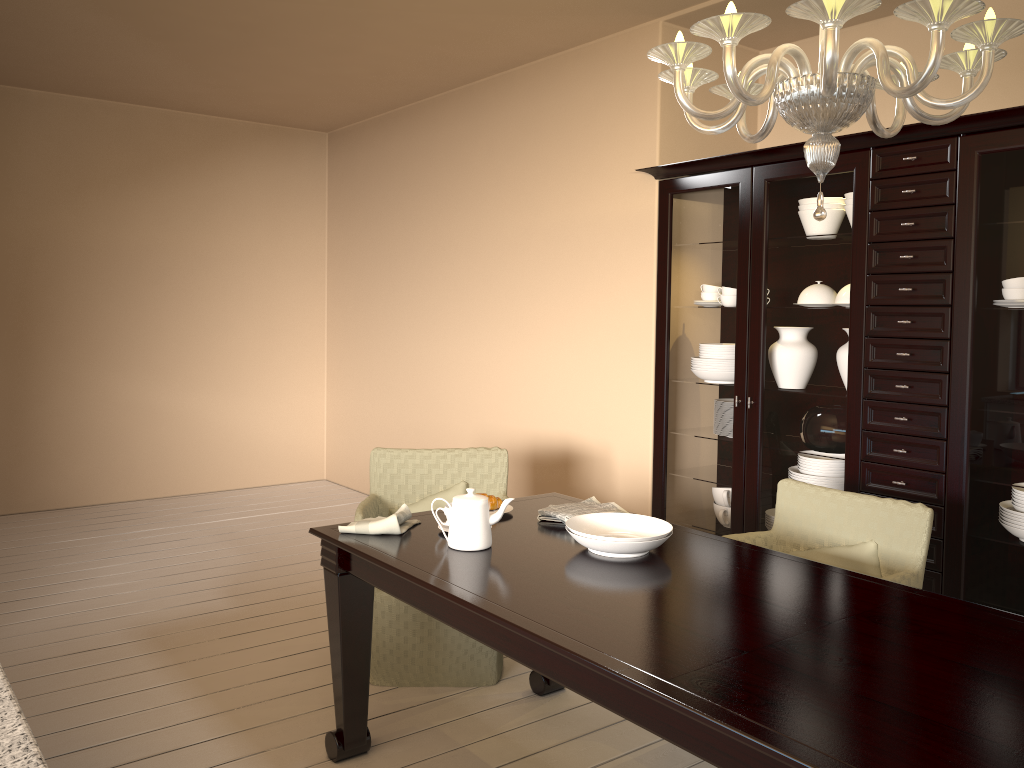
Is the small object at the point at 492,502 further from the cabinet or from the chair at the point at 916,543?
the cabinet

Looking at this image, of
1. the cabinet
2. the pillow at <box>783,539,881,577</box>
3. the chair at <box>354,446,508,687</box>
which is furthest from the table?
the cabinet

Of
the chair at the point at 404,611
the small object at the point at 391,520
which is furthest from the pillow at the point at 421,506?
the small object at the point at 391,520

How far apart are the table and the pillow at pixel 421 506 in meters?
0.5 m

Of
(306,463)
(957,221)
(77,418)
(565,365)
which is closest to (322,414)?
(306,463)

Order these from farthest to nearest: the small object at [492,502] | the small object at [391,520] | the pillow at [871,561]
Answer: the small object at [492,502]
the pillow at [871,561]
the small object at [391,520]

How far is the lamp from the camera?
1.4 meters

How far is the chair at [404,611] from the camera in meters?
3.0 m

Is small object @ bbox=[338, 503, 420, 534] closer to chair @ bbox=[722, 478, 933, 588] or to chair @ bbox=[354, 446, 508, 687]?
chair @ bbox=[354, 446, 508, 687]

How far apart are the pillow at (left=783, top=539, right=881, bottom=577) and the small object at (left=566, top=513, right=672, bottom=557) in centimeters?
61cm
